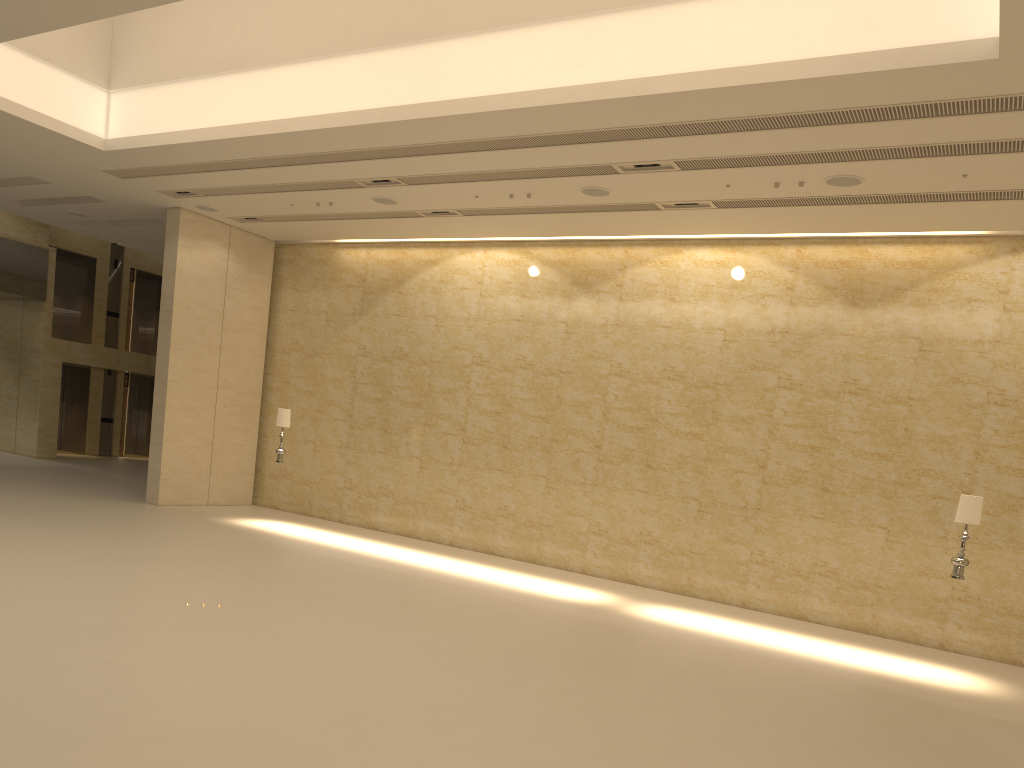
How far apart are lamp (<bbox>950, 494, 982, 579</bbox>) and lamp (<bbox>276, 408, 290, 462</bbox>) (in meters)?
11.20

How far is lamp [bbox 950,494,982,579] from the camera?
10.8 meters

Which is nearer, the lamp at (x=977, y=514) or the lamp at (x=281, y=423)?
the lamp at (x=977, y=514)

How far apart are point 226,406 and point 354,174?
A: 7.10m

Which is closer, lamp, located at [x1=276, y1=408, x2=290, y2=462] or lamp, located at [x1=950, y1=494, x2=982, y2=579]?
lamp, located at [x1=950, y1=494, x2=982, y2=579]

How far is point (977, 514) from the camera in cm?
1083

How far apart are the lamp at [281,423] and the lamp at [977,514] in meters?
11.2

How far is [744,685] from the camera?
9.05m

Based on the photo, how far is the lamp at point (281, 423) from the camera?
16.25m
